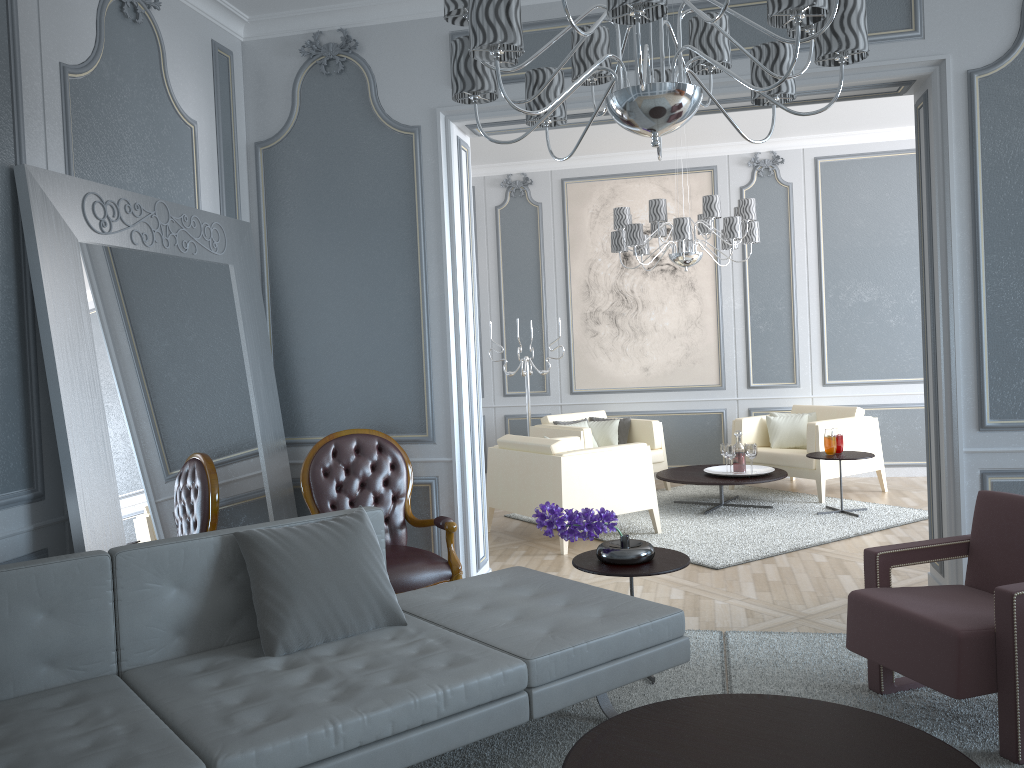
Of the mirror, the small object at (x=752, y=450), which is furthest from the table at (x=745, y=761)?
the small object at (x=752, y=450)

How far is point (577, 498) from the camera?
5.0 meters

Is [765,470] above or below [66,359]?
below

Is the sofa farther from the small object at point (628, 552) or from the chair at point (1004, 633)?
the chair at point (1004, 633)

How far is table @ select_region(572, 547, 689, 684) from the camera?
3.0 meters

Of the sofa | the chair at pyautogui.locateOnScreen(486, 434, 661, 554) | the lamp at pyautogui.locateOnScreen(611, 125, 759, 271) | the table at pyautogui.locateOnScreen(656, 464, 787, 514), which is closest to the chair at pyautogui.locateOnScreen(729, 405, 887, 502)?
the table at pyautogui.locateOnScreen(656, 464, 787, 514)

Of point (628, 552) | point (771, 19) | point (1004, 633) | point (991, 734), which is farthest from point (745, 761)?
point (771, 19)

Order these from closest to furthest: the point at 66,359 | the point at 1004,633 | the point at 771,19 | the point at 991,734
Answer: the point at 771,19 < the point at 1004,633 < the point at 991,734 < the point at 66,359

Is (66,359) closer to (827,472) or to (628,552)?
(628,552)

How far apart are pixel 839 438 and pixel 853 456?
0.19m
